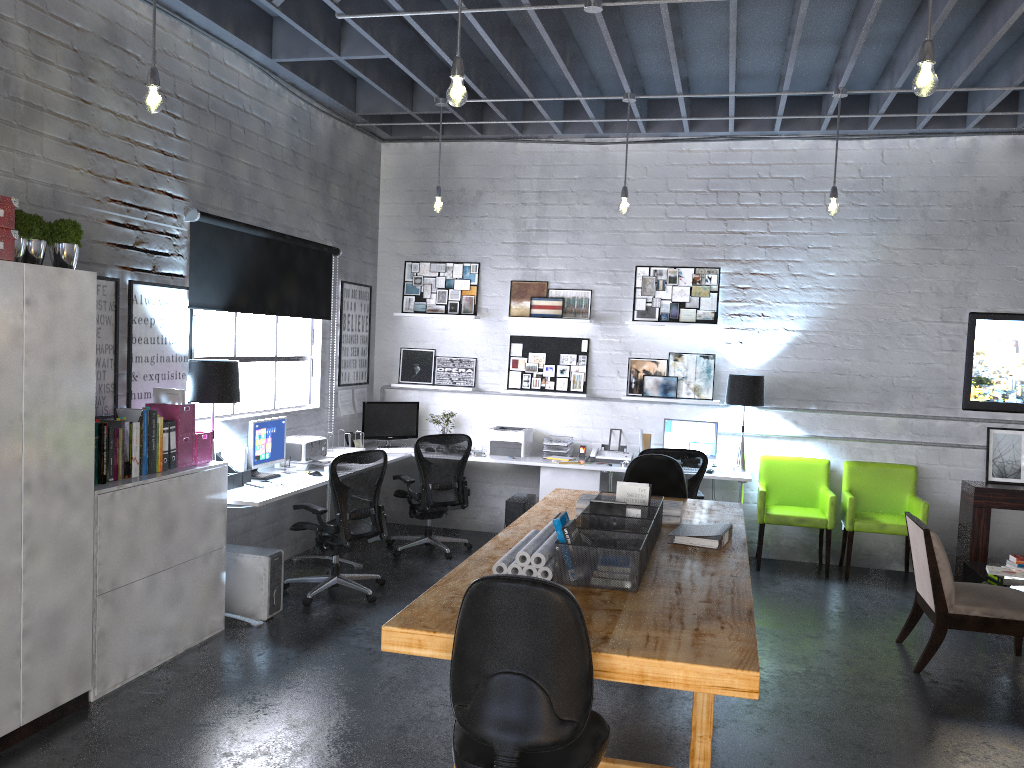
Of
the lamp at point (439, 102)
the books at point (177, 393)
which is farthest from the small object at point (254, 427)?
the lamp at point (439, 102)

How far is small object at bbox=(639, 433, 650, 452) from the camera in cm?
793

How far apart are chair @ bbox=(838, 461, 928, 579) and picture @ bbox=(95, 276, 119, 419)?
5.47m

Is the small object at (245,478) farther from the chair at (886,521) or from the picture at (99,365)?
the chair at (886,521)

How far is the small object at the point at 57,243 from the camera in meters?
4.0

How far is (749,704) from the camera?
4.5 meters

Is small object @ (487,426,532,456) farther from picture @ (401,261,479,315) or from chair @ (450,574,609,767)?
chair @ (450,574,609,767)

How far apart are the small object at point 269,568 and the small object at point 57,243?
2.2m

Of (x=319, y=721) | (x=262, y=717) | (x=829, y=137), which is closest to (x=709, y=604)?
(x=319, y=721)

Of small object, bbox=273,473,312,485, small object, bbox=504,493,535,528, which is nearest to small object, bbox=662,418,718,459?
small object, bbox=504,493,535,528
